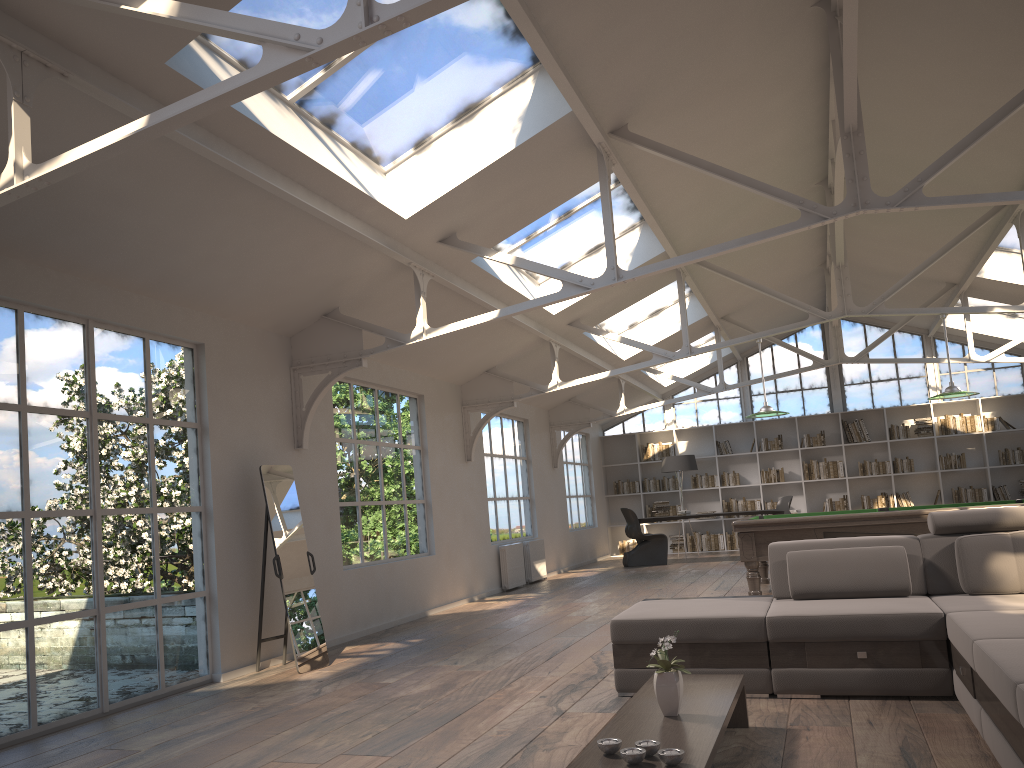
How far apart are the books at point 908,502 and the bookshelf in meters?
0.2

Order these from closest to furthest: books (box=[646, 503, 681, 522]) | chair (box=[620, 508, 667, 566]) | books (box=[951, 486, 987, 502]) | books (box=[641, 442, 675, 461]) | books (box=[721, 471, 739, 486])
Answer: chair (box=[620, 508, 667, 566]) < books (box=[951, 486, 987, 502]) < books (box=[721, 471, 739, 486]) < books (box=[646, 503, 681, 522]) < books (box=[641, 442, 675, 461])

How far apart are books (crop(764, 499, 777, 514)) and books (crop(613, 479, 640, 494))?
2.4 meters

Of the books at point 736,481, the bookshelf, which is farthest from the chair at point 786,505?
the books at point 736,481

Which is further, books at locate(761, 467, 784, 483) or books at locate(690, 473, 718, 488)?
books at locate(690, 473, 718, 488)

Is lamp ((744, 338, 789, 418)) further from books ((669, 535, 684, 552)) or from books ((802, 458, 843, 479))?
books ((669, 535, 684, 552))

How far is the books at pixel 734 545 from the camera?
16.2 meters

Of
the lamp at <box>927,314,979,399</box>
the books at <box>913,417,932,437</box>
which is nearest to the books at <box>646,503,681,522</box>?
the books at <box>913,417,932,437</box>

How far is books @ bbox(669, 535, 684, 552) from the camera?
16.57m

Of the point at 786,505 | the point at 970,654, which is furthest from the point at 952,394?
the point at 786,505
